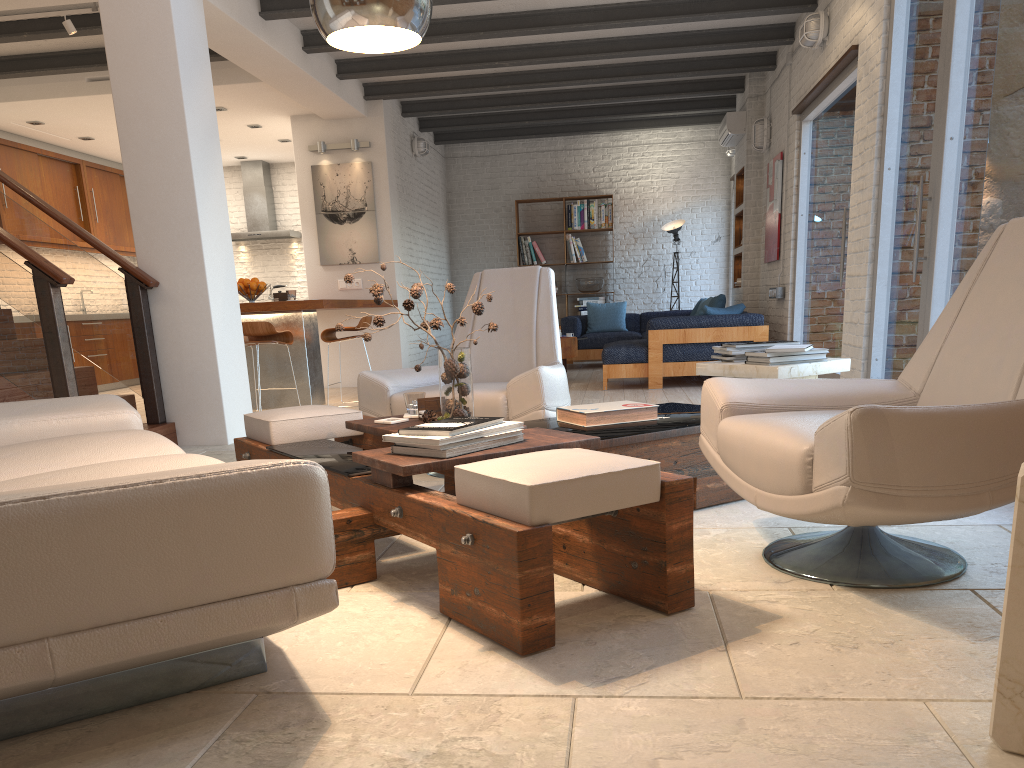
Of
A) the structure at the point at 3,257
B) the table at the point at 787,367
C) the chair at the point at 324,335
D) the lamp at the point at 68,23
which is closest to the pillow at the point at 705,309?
the chair at the point at 324,335

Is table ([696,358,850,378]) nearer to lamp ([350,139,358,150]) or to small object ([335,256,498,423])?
small object ([335,256,498,423])

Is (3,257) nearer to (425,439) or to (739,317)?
(425,439)

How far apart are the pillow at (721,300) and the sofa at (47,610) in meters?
6.9

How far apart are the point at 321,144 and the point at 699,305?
4.9 meters

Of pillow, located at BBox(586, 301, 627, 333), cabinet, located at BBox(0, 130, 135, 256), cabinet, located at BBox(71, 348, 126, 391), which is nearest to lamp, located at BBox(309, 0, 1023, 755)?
cabinet, located at BBox(0, 130, 135, 256)

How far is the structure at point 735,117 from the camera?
9.8 meters

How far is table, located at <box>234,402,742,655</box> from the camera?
2.00m

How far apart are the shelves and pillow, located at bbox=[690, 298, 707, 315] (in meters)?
0.56

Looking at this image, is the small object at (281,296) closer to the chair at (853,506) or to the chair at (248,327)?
the chair at (248,327)
